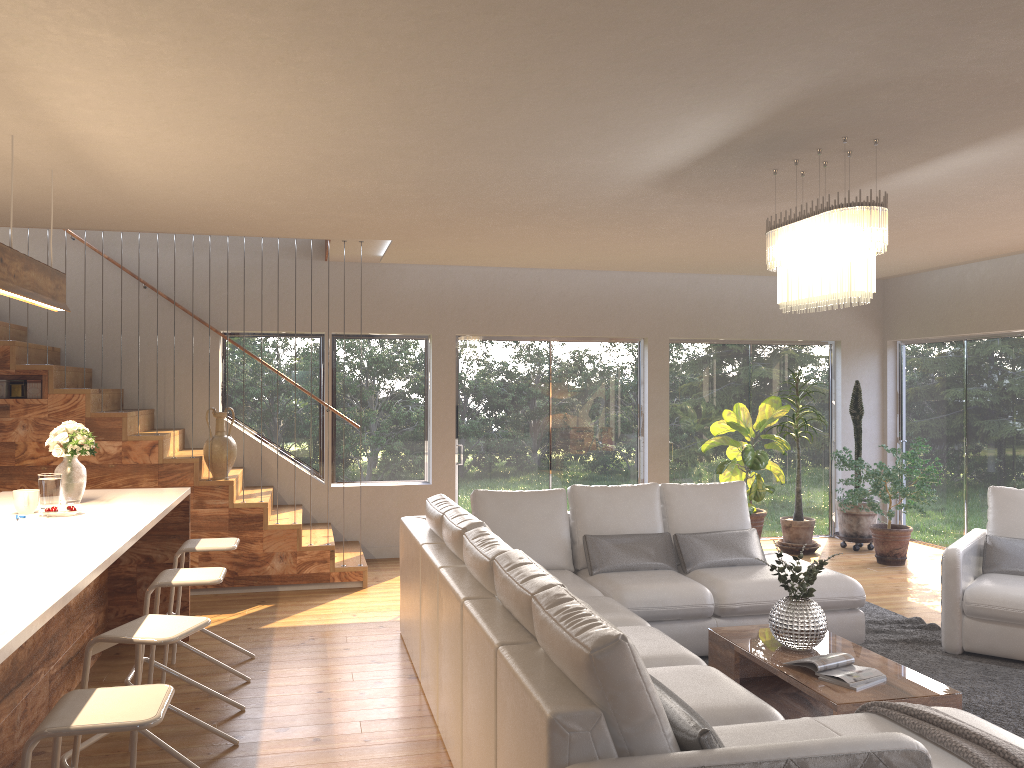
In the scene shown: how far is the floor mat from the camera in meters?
4.4

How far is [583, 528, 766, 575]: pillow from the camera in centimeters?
557cm

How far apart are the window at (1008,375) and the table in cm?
442

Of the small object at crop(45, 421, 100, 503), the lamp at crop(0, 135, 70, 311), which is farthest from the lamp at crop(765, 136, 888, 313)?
the small object at crop(45, 421, 100, 503)

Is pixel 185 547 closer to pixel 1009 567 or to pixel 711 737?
pixel 711 737

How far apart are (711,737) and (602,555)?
3.18m

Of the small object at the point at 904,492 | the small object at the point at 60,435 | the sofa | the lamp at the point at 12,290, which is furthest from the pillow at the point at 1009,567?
the lamp at the point at 12,290

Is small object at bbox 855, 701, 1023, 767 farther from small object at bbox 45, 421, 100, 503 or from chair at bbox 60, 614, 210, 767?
small object at bbox 45, 421, 100, 503

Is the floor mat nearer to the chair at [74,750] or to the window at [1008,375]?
the window at [1008,375]

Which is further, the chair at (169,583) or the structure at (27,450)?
the structure at (27,450)
